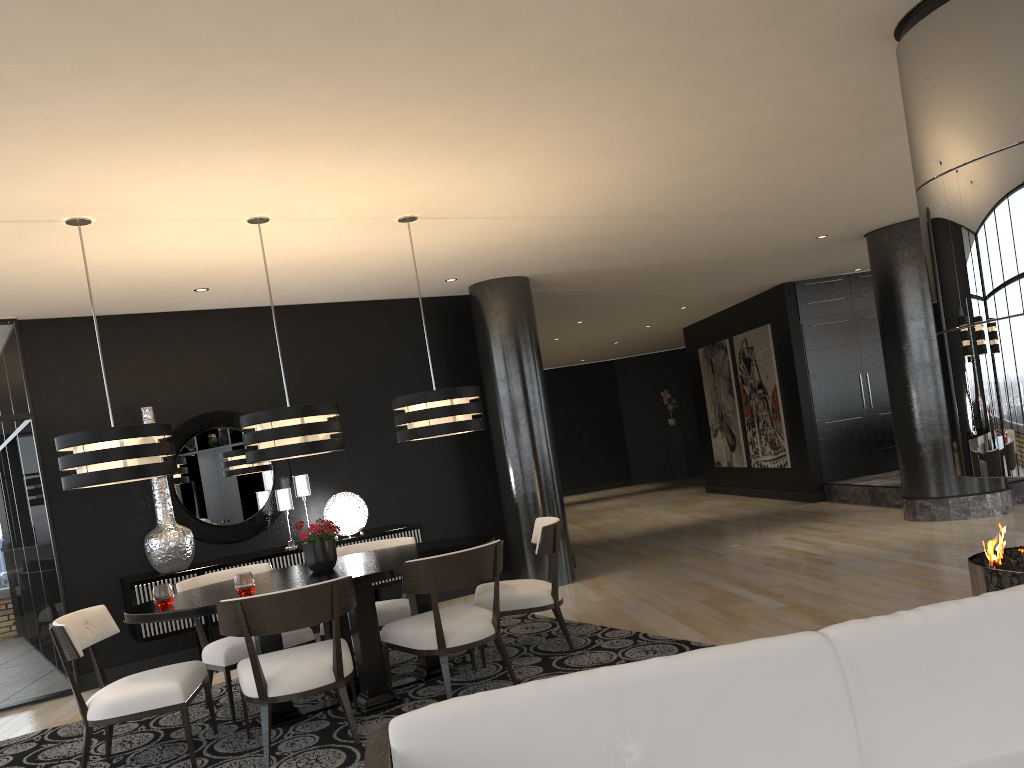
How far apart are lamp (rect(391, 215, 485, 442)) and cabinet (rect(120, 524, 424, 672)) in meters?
1.8

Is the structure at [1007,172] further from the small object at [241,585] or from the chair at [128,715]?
the chair at [128,715]

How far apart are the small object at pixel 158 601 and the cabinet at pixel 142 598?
1.9m

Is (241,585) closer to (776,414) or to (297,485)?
(297,485)

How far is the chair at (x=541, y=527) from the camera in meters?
5.1

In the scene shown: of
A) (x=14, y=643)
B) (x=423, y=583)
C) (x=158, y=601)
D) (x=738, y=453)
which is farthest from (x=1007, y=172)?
(x=738, y=453)

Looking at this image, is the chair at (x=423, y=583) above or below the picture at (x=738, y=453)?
below

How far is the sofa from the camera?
1.73m

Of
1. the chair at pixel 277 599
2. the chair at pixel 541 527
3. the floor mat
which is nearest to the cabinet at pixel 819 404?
the floor mat

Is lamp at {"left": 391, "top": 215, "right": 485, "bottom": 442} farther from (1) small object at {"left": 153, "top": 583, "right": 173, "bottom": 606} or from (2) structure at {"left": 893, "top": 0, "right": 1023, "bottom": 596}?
(2) structure at {"left": 893, "top": 0, "right": 1023, "bottom": 596}
